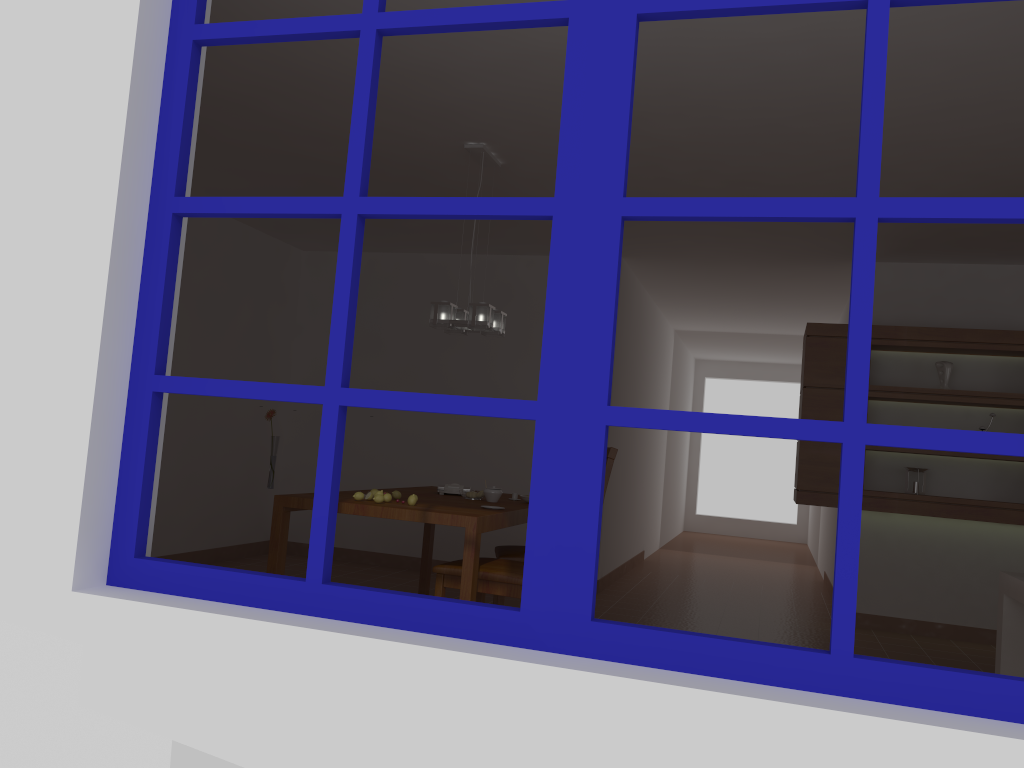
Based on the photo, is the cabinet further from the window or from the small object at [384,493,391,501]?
the window

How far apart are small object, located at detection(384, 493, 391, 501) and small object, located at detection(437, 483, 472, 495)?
0.87m

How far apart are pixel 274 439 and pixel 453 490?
1.03m

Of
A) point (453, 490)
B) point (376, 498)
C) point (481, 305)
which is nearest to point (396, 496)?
point (376, 498)

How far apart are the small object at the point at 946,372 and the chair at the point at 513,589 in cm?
339

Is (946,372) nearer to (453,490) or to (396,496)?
(453,490)

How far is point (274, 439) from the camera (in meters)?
4.05

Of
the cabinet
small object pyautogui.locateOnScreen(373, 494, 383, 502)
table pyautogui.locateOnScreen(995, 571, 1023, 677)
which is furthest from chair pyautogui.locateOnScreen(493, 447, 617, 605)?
the cabinet

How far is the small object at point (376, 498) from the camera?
3.69m

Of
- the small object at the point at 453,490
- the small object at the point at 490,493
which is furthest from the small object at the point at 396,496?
the small object at the point at 453,490
